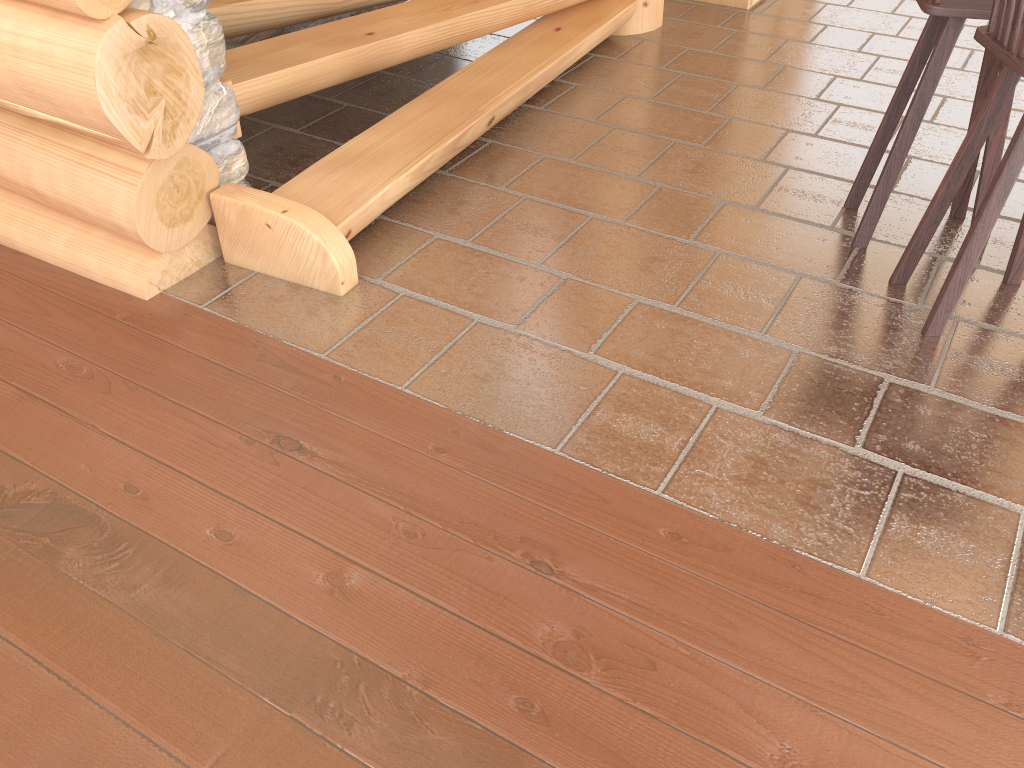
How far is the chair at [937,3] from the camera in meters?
2.7

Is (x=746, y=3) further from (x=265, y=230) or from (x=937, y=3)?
(x=265, y=230)

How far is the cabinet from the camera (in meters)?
5.51

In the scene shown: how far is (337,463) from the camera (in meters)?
2.37

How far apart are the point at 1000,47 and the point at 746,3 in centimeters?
342cm

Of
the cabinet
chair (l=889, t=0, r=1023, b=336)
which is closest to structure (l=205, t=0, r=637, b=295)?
the cabinet

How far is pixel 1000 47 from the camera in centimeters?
242cm

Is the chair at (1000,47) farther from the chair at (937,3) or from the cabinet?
the cabinet

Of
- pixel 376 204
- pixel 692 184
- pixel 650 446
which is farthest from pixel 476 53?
pixel 650 446

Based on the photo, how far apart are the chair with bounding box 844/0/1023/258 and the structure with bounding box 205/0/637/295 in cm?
149
